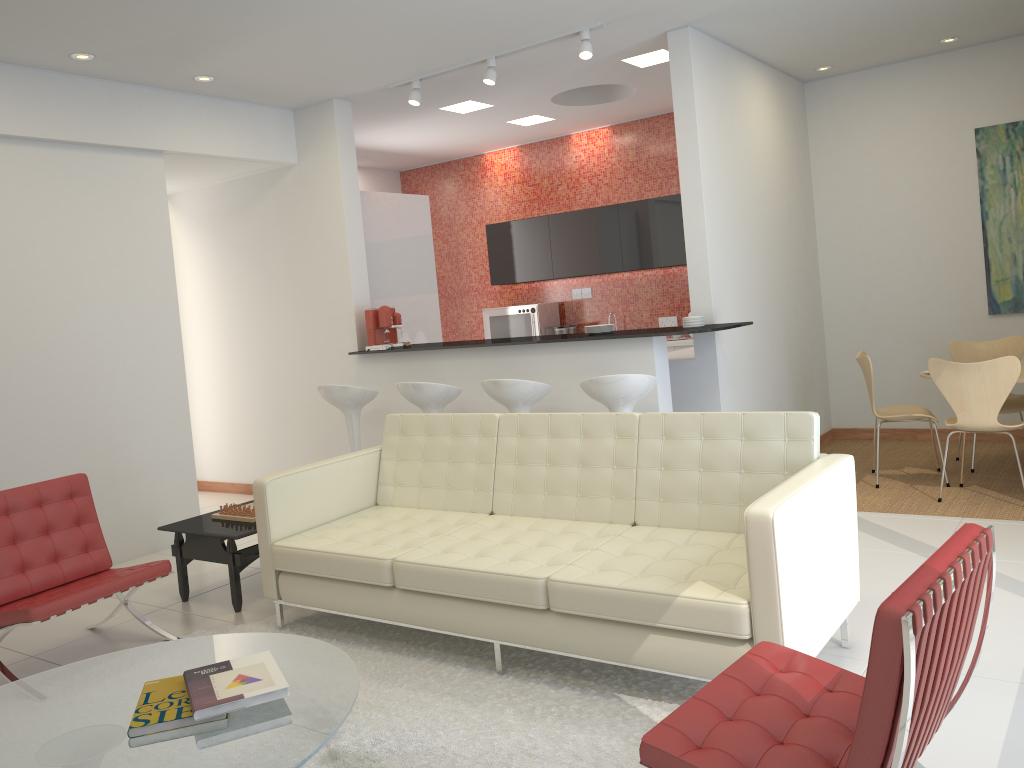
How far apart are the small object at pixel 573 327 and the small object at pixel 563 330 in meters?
0.2

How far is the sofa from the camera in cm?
302

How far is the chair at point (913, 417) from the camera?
5.96m

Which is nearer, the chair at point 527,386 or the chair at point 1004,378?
the chair at point 1004,378

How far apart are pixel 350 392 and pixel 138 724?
4.0 meters

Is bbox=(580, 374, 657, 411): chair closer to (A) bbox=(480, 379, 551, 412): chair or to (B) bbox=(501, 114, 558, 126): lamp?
(A) bbox=(480, 379, 551, 412): chair

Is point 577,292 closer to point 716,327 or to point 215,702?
point 716,327

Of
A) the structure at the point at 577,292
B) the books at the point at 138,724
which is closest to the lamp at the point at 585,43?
the structure at the point at 577,292

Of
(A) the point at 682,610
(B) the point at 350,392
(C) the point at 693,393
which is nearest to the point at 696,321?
(C) the point at 693,393

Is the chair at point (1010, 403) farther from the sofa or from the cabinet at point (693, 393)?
the sofa
